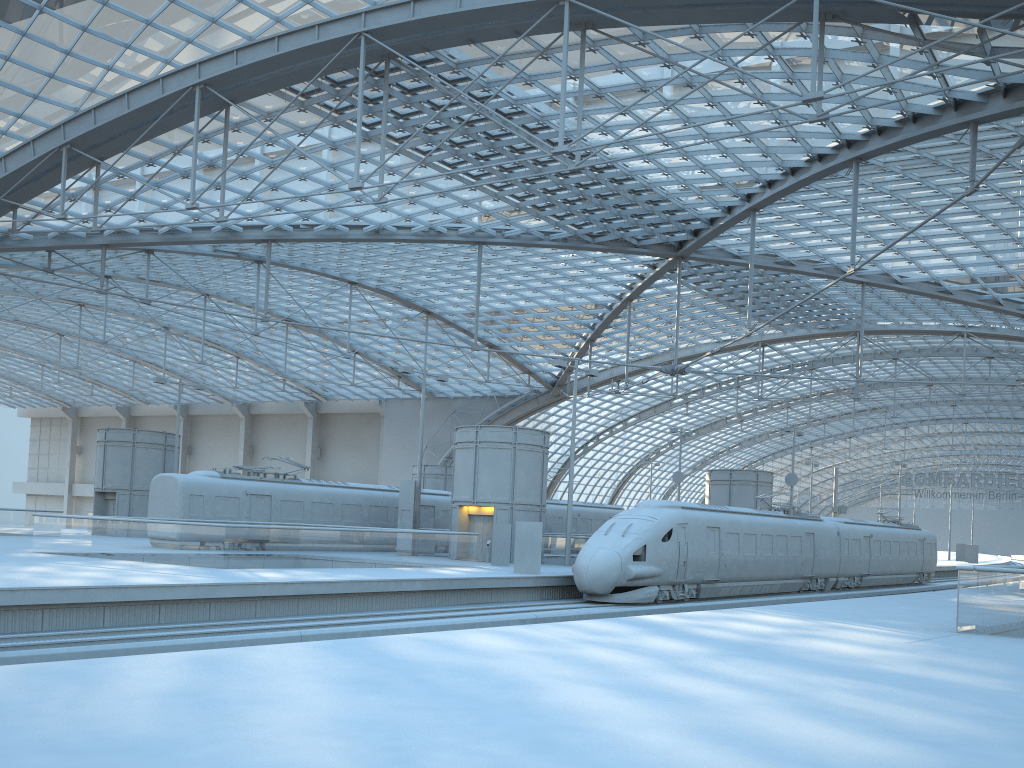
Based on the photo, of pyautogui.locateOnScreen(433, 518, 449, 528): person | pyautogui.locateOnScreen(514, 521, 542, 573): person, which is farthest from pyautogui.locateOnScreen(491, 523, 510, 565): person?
pyautogui.locateOnScreen(433, 518, 449, 528): person

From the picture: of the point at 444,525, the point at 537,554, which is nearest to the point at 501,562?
the point at 537,554

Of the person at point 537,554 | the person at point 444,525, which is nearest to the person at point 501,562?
the person at point 537,554

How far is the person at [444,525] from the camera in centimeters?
4090cm

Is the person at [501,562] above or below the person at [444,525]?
below

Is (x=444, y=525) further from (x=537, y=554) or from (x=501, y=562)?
(x=537, y=554)

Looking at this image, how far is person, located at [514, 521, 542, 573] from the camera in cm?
2753

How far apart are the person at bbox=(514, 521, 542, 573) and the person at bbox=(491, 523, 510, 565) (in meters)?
4.29

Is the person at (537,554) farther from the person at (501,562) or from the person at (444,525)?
the person at (444,525)

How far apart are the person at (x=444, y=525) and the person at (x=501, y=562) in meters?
9.1
